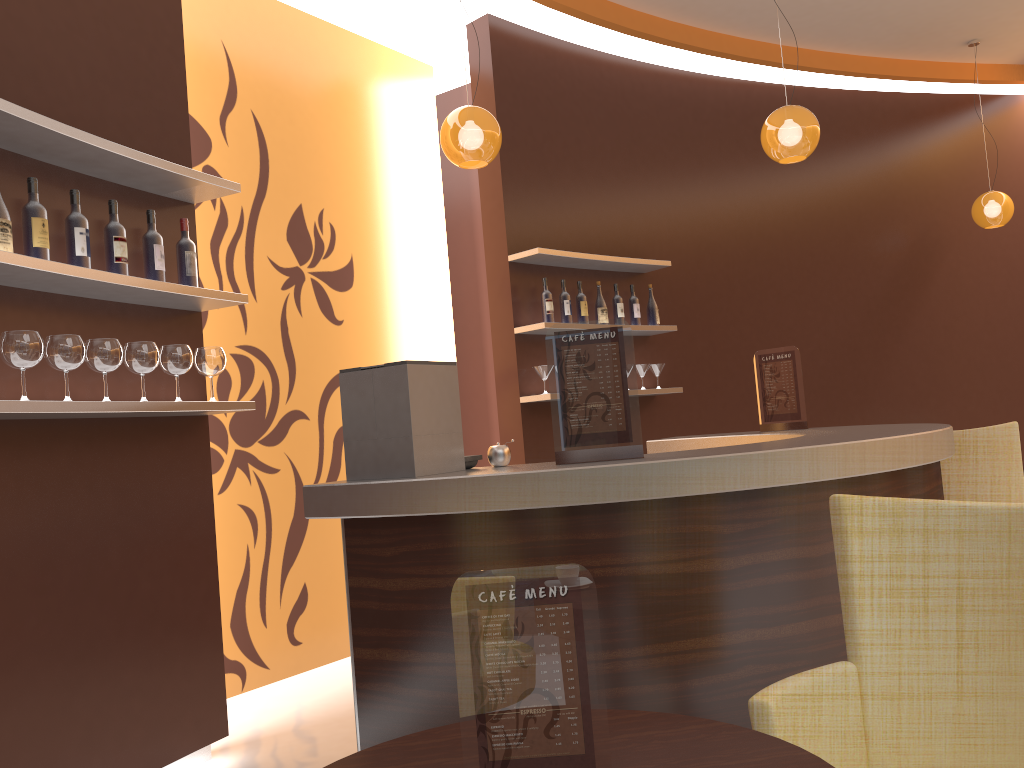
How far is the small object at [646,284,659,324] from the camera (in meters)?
6.05

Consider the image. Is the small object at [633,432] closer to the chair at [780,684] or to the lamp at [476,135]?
the chair at [780,684]

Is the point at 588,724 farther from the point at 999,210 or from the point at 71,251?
the point at 999,210

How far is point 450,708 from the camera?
2.4m

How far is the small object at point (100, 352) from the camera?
2.9m

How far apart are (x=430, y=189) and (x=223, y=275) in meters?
1.9

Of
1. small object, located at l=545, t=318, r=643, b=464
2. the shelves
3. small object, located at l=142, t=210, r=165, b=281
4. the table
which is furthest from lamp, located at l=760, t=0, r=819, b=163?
the table

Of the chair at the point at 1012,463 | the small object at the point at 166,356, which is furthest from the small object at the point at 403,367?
the chair at the point at 1012,463

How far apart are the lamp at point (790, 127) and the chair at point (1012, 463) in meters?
2.1 m

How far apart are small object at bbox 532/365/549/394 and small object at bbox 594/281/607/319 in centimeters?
67cm
